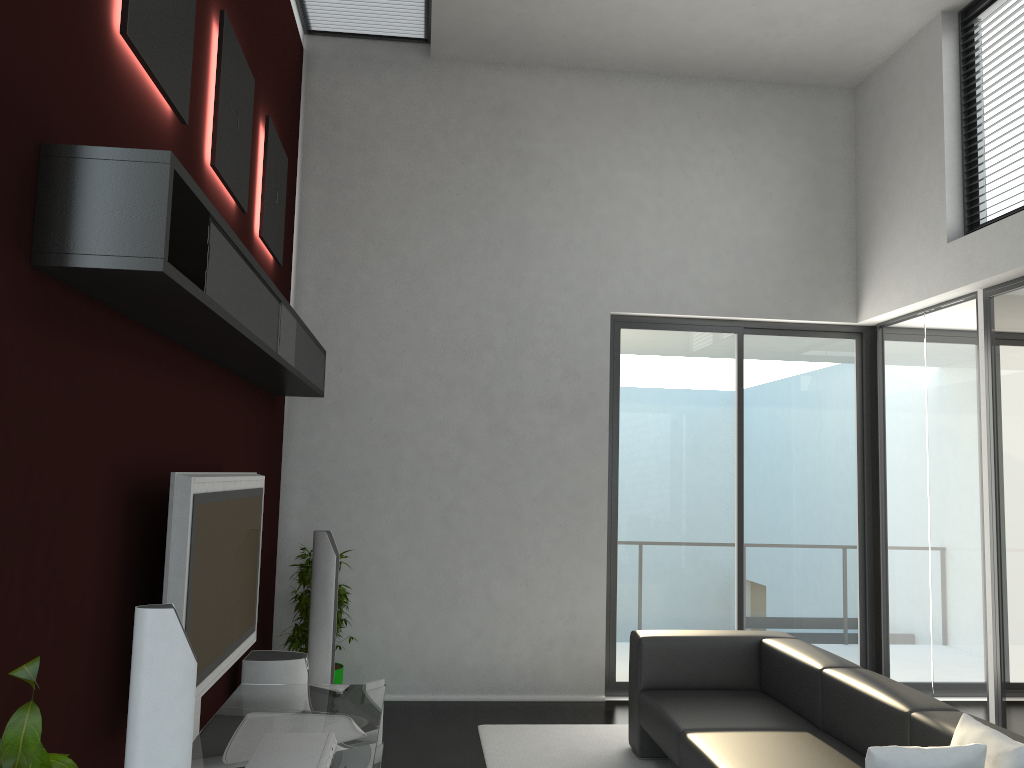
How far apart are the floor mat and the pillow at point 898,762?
2.27m

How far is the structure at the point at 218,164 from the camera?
3.70m

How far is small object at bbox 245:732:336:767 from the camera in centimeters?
309cm

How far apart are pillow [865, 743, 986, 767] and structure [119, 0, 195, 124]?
3.0m

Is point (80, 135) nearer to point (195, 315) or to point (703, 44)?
point (195, 315)

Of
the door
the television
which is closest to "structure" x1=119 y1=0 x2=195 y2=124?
the television

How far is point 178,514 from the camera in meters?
2.9

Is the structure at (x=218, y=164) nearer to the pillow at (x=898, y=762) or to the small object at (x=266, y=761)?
the small object at (x=266, y=761)

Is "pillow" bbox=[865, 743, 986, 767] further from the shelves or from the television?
the shelves

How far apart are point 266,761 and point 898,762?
2.06m
